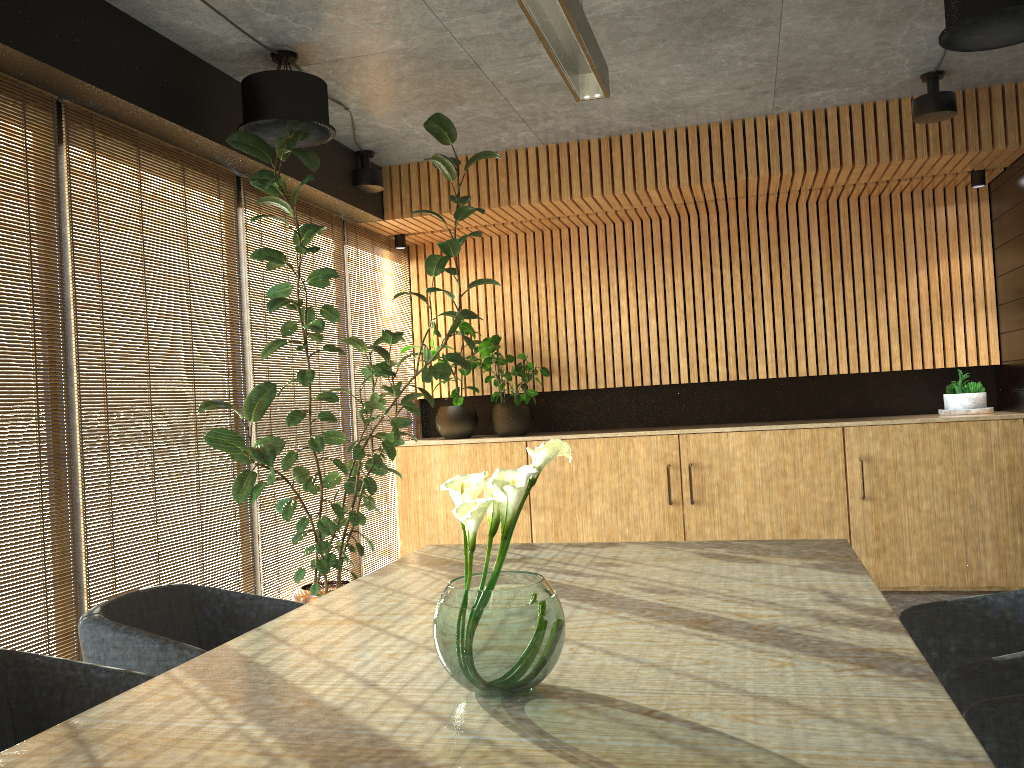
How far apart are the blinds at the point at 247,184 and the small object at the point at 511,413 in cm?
122

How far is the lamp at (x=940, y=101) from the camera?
5.5 meters

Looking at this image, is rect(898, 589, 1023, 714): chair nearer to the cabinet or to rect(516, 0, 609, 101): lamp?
rect(516, 0, 609, 101): lamp

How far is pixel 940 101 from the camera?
5.5m

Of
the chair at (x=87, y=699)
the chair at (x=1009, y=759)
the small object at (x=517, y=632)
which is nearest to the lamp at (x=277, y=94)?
the chair at (x=87, y=699)

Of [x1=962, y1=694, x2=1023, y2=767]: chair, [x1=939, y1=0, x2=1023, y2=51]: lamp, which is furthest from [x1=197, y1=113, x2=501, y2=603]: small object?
[x1=962, y1=694, x2=1023, y2=767]: chair

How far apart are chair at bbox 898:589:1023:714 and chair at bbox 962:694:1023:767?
0.2 meters

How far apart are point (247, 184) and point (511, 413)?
2.9 meters

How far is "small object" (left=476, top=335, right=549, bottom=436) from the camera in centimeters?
746cm

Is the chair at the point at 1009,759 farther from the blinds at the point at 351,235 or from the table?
the blinds at the point at 351,235
